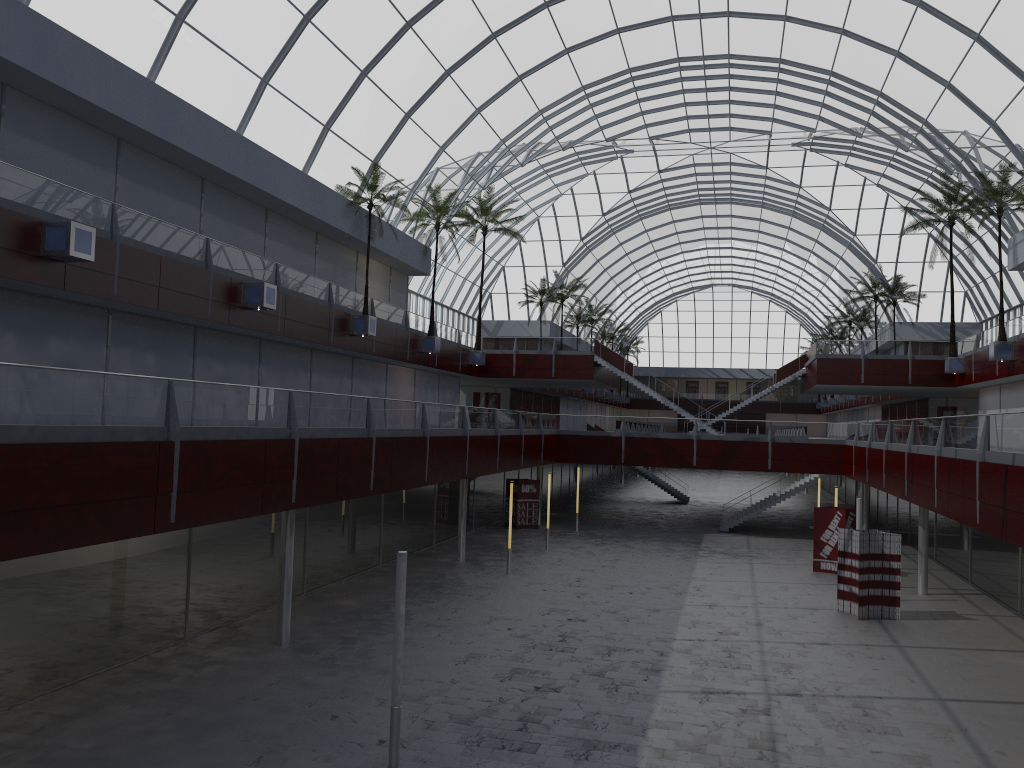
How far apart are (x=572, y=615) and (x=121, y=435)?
19.0m
